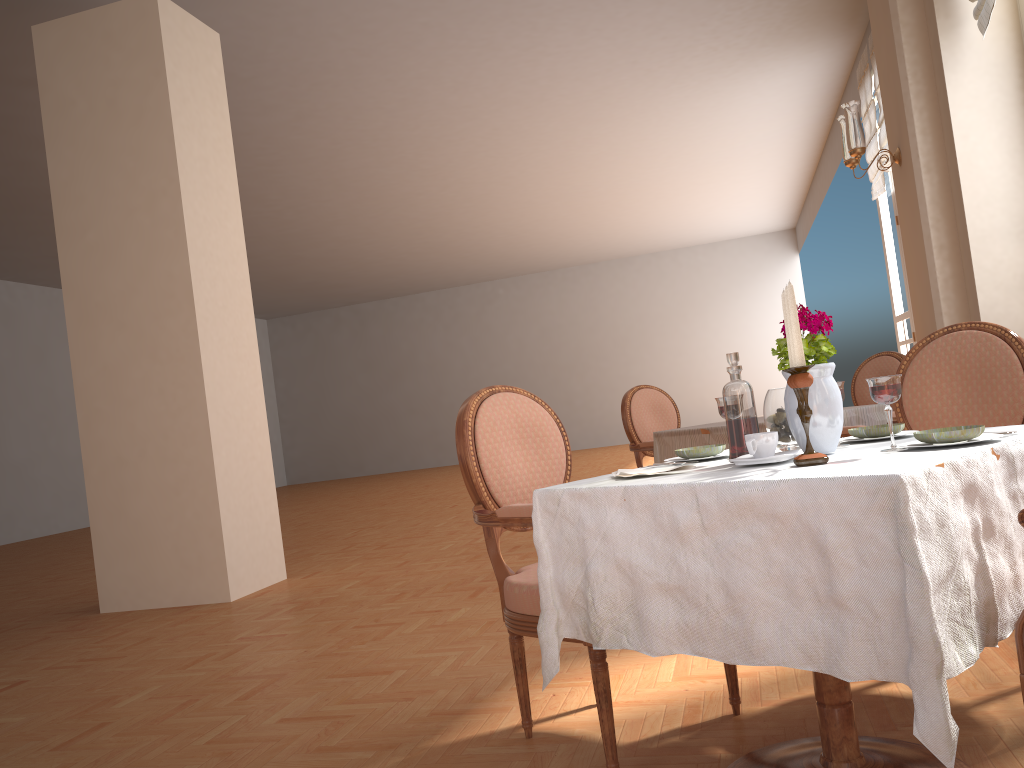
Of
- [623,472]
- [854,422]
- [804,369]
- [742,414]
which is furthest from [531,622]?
[854,422]

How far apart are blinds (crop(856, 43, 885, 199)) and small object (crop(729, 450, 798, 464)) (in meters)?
6.83

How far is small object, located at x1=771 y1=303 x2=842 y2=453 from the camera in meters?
1.7 m

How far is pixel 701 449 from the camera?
2.0 meters

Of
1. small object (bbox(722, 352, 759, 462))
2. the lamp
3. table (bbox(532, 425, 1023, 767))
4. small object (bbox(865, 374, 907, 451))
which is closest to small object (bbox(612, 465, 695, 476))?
table (bbox(532, 425, 1023, 767))

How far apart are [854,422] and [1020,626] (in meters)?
2.80

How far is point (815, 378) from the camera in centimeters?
172cm

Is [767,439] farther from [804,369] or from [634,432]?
[634,432]

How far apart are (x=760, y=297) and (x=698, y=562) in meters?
17.8

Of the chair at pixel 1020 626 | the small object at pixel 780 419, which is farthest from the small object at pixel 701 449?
the chair at pixel 1020 626
